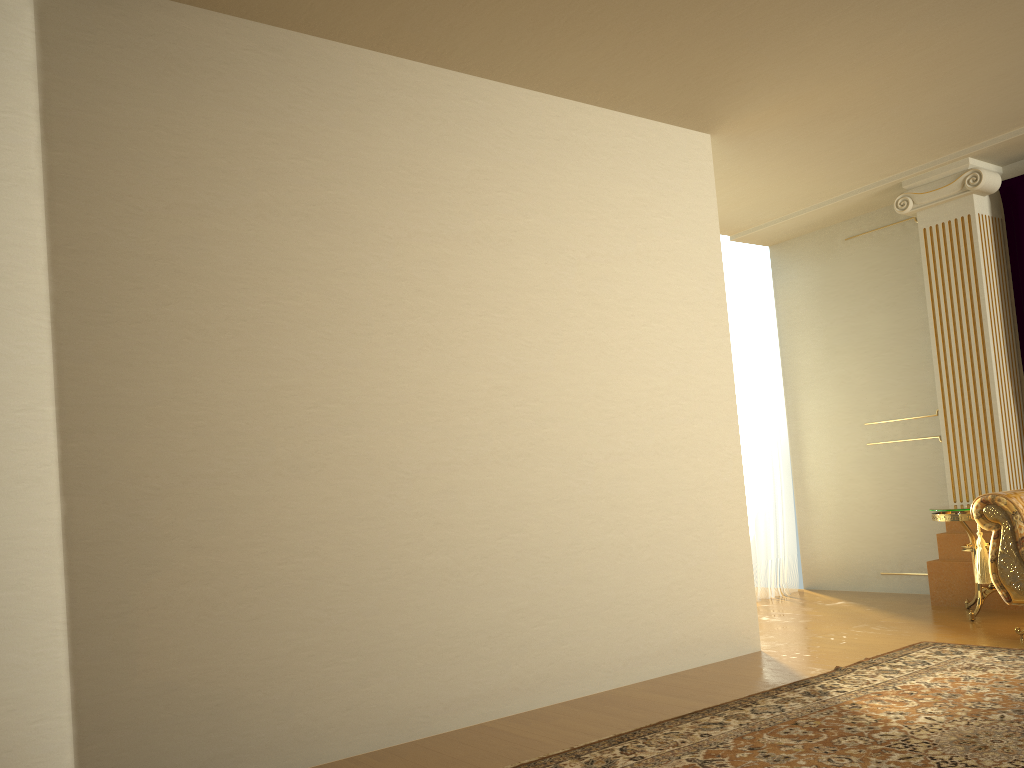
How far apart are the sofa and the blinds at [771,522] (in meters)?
2.17

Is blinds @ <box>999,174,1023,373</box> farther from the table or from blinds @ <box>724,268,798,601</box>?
blinds @ <box>724,268,798,601</box>

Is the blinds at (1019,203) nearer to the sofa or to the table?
the table

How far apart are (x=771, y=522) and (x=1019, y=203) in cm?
272

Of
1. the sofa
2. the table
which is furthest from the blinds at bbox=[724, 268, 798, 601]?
the sofa

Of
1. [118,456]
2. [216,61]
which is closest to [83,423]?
[118,456]

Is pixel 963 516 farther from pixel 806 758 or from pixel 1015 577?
pixel 806 758

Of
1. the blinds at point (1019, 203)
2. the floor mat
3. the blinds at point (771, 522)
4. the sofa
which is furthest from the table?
the blinds at point (771, 522)

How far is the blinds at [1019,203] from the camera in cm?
542

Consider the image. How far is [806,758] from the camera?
2.8m
